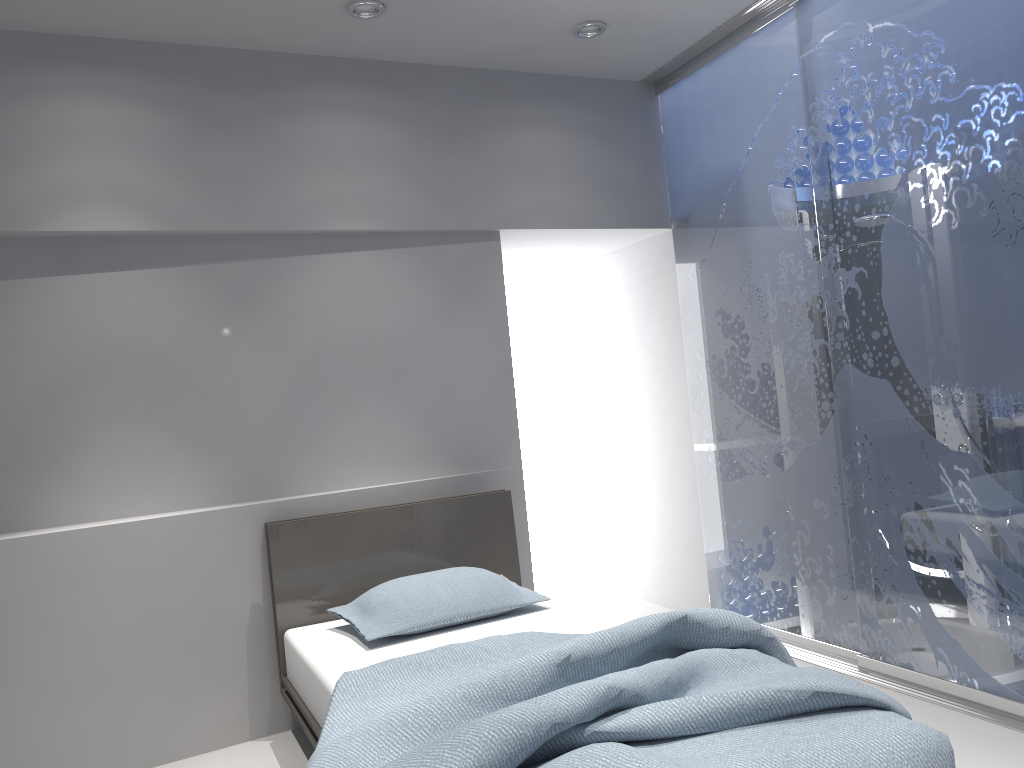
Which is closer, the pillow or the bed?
the bed

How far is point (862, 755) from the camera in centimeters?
177cm

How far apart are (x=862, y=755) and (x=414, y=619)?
1.65m

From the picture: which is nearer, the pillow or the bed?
the bed

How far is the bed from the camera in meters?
1.8

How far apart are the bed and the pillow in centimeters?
3cm

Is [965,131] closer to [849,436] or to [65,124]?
[849,436]

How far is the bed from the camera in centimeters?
177cm

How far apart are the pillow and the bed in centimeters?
3cm

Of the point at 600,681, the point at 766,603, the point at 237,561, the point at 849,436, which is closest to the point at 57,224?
the point at 237,561
